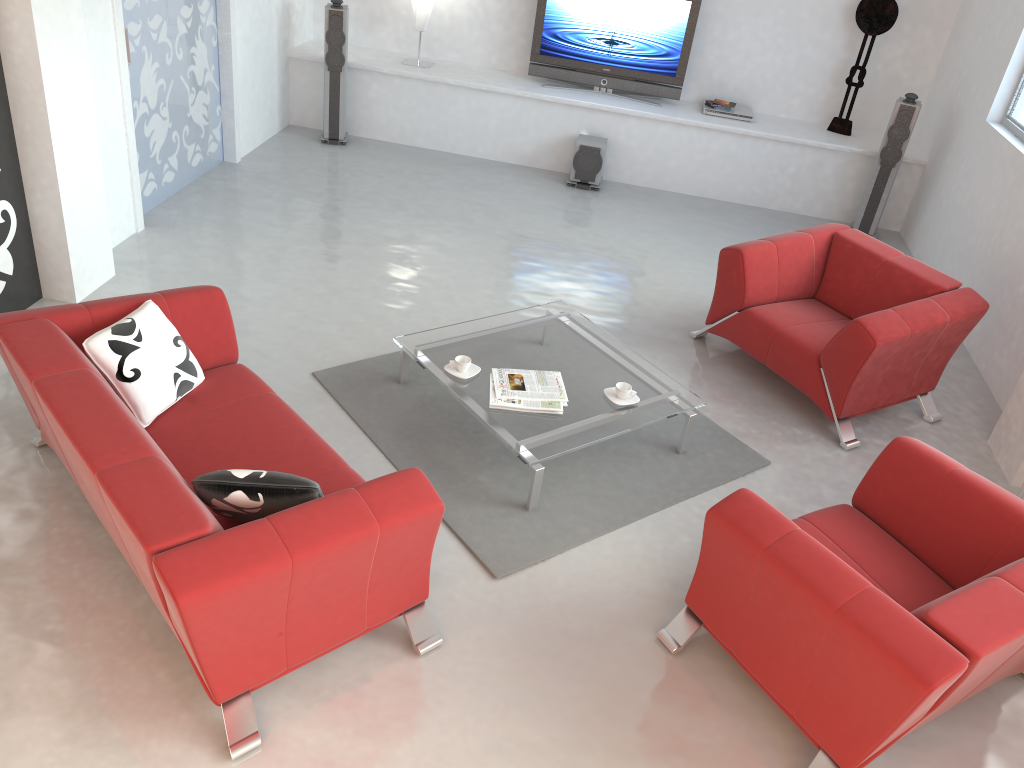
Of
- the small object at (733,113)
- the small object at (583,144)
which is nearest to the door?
the small object at (583,144)

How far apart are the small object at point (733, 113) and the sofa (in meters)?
5.18

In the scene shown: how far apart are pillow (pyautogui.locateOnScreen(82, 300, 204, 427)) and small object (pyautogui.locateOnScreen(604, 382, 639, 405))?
1.8 meters

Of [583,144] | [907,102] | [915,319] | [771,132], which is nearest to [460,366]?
[915,319]

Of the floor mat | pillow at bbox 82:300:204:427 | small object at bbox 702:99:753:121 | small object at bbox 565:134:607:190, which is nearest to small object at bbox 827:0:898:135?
small object at bbox 702:99:753:121

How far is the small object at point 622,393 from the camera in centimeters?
420cm

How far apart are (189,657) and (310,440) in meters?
1.0 m

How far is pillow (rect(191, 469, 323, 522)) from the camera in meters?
2.8

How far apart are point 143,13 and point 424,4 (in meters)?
2.72

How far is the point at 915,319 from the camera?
4.53m
